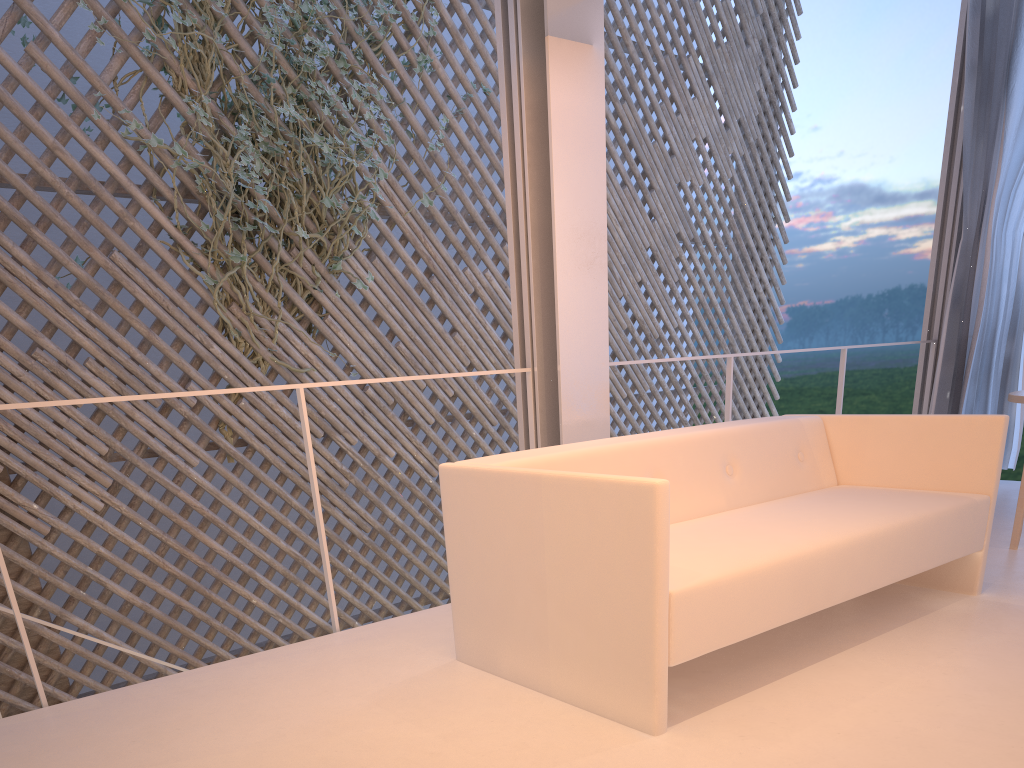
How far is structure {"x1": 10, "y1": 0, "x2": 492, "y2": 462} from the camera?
2.98m

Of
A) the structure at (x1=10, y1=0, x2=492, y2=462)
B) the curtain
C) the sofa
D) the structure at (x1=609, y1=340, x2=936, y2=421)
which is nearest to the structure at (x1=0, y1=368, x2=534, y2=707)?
Answer: the sofa

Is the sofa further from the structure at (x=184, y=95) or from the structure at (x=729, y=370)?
the structure at (x=184, y=95)

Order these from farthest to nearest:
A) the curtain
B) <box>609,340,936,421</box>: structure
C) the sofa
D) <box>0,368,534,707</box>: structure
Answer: the curtain
<box>609,340,936,421</box>: structure
<box>0,368,534,707</box>: structure
the sofa

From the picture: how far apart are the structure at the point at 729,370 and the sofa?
0.5m

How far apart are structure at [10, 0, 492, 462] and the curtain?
2.2m

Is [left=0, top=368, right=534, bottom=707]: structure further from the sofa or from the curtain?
the curtain

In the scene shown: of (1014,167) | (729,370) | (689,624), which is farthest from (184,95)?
(1014,167)

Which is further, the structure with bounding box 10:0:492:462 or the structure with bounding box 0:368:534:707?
the structure with bounding box 10:0:492:462

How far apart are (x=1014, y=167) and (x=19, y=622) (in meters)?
3.21
